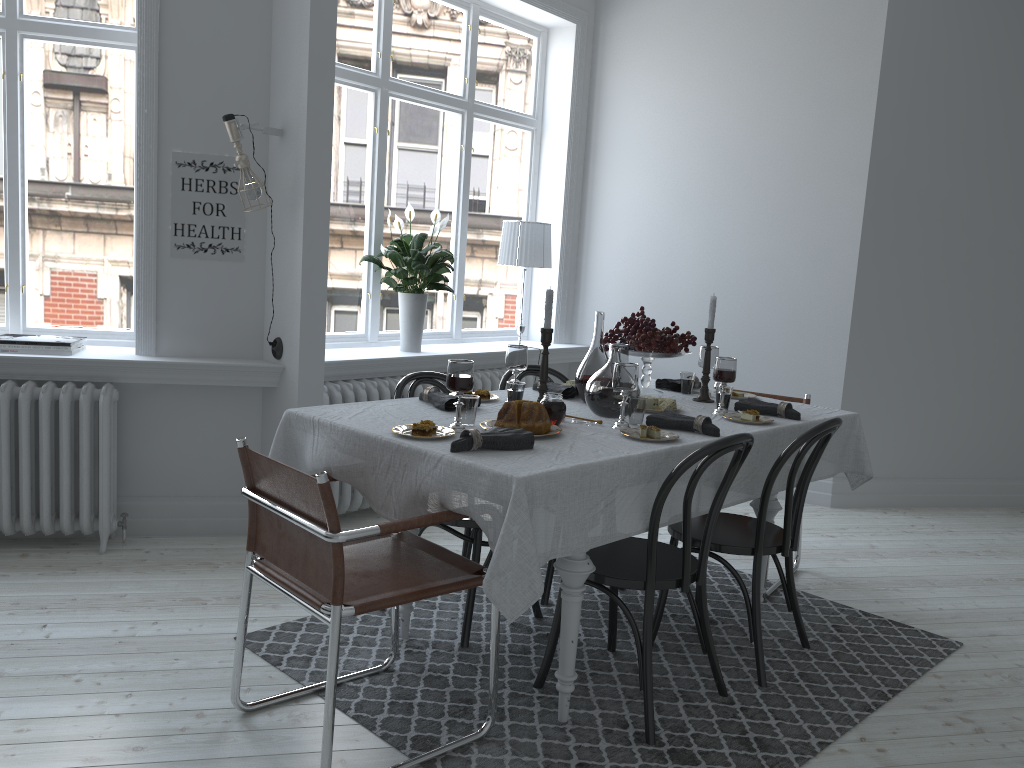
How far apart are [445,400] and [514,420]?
0.44m

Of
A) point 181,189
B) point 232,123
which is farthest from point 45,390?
point 232,123

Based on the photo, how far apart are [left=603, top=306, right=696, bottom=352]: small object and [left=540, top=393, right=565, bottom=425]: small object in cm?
89

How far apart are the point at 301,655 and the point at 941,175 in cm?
451

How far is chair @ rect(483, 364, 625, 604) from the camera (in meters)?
3.56

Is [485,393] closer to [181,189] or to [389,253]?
[389,253]

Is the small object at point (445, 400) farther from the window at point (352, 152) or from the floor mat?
the window at point (352, 152)

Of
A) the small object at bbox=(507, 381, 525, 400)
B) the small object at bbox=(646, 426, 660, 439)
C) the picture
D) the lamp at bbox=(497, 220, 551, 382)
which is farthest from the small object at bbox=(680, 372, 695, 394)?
the picture

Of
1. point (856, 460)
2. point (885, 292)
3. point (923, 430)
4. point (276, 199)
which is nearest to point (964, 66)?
point (885, 292)

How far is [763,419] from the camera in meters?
3.2
